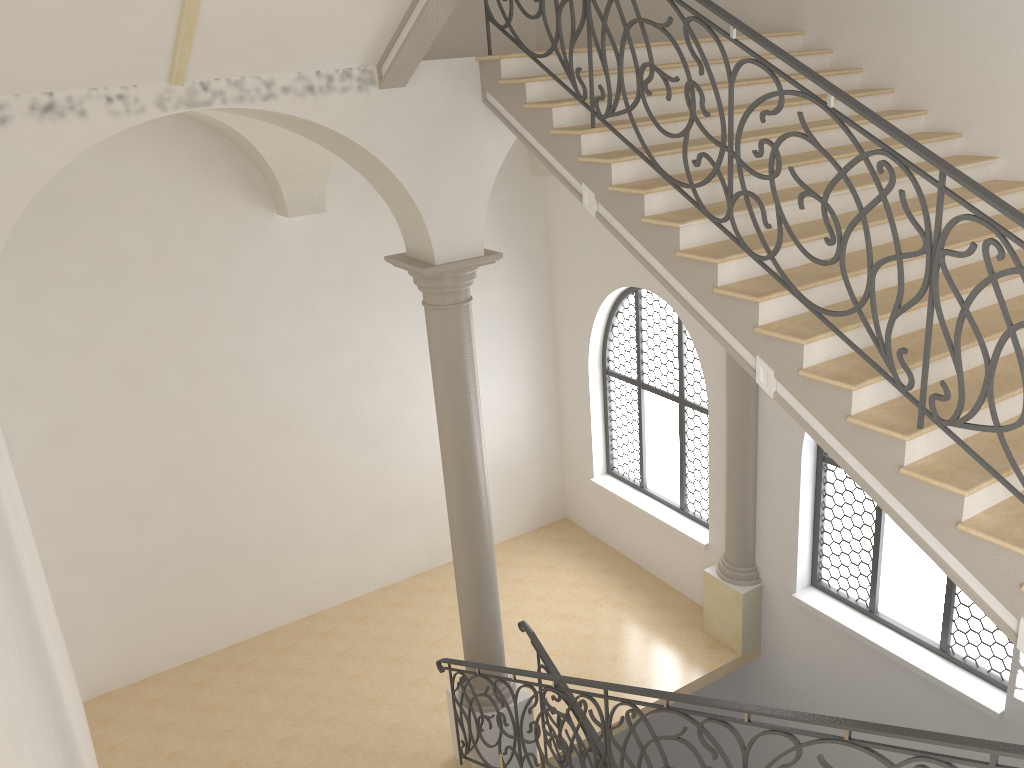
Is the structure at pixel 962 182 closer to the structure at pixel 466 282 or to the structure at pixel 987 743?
the structure at pixel 987 743

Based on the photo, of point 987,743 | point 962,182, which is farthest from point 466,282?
point 987,743

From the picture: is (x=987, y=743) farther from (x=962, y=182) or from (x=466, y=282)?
(x=466, y=282)

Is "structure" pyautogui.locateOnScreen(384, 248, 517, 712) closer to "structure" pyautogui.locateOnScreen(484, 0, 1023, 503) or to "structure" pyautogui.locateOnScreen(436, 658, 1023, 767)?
"structure" pyautogui.locateOnScreen(436, 658, 1023, 767)

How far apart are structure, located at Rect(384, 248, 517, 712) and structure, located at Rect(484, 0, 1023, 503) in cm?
149

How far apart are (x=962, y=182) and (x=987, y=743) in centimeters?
215cm

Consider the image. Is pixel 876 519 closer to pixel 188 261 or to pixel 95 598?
pixel 188 261

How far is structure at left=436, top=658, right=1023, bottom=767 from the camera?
3.2m

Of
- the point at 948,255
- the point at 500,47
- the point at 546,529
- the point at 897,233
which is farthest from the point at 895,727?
the point at 546,529

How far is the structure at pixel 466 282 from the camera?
6.82m
